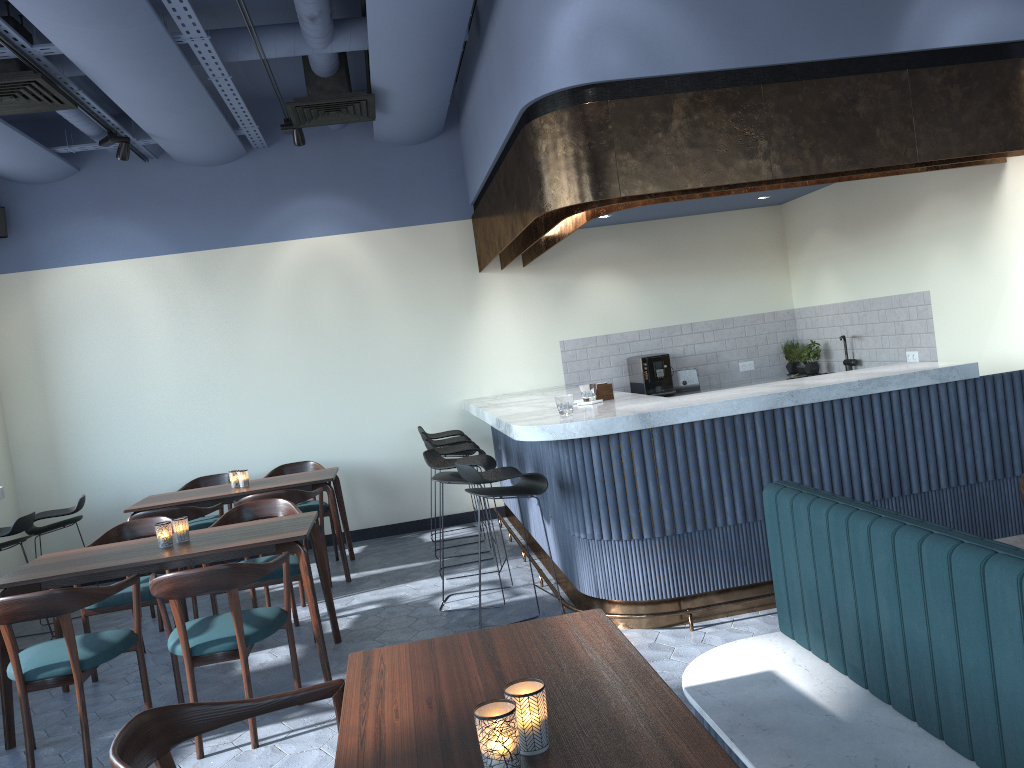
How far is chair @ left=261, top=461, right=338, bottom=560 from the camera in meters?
7.0

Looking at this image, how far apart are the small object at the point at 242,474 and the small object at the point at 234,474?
0.1 meters

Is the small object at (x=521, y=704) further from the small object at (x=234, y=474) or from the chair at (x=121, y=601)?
the small object at (x=234, y=474)

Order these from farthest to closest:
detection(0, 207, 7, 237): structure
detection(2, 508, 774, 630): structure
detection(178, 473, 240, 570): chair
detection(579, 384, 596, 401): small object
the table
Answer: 1. detection(0, 207, 7, 237): structure
2. detection(178, 473, 240, 570): chair
3. detection(579, 384, 596, 401): small object
4. detection(2, 508, 774, 630): structure
5. the table

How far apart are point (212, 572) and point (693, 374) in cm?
520

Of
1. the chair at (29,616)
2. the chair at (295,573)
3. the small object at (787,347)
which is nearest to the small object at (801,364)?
the small object at (787,347)

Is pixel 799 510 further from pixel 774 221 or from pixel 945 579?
pixel 774 221

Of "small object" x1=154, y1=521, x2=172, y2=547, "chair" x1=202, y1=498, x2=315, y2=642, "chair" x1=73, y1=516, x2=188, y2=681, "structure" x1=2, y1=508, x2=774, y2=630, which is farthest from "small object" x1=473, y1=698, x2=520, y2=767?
"chair" x1=73, y1=516, x2=188, y2=681

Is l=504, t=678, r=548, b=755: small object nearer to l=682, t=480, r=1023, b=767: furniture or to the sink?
l=682, t=480, r=1023, b=767: furniture

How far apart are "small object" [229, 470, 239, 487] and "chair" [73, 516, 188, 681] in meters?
1.3
